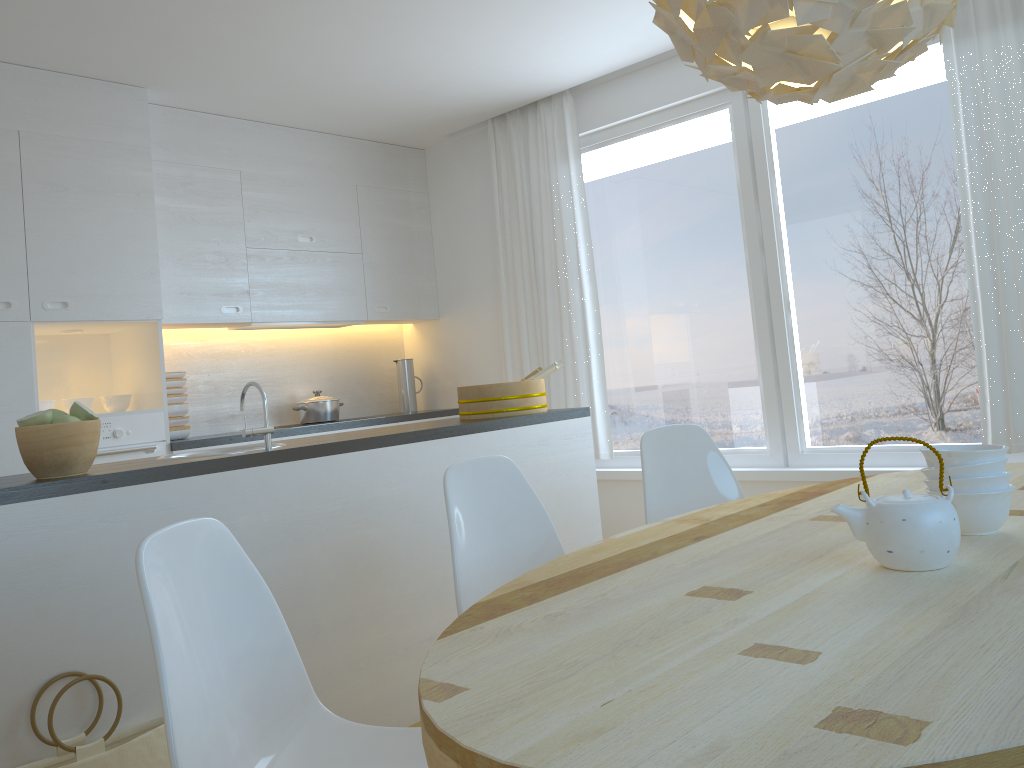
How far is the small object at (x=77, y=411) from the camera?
2.4 meters

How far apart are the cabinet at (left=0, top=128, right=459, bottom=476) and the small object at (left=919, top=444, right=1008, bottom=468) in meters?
3.6

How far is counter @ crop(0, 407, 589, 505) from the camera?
2.21m

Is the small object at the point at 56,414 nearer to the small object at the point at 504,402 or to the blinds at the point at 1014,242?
the small object at the point at 504,402

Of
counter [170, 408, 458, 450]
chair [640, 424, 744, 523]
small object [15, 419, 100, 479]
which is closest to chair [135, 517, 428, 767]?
small object [15, 419, 100, 479]

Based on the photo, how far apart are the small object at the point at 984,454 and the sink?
2.2 meters

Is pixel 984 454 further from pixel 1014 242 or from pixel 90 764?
pixel 1014 242

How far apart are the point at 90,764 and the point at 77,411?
0.89m

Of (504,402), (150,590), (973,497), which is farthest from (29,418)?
(973,497)

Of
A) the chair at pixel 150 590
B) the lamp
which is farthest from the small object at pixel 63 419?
the lamp
